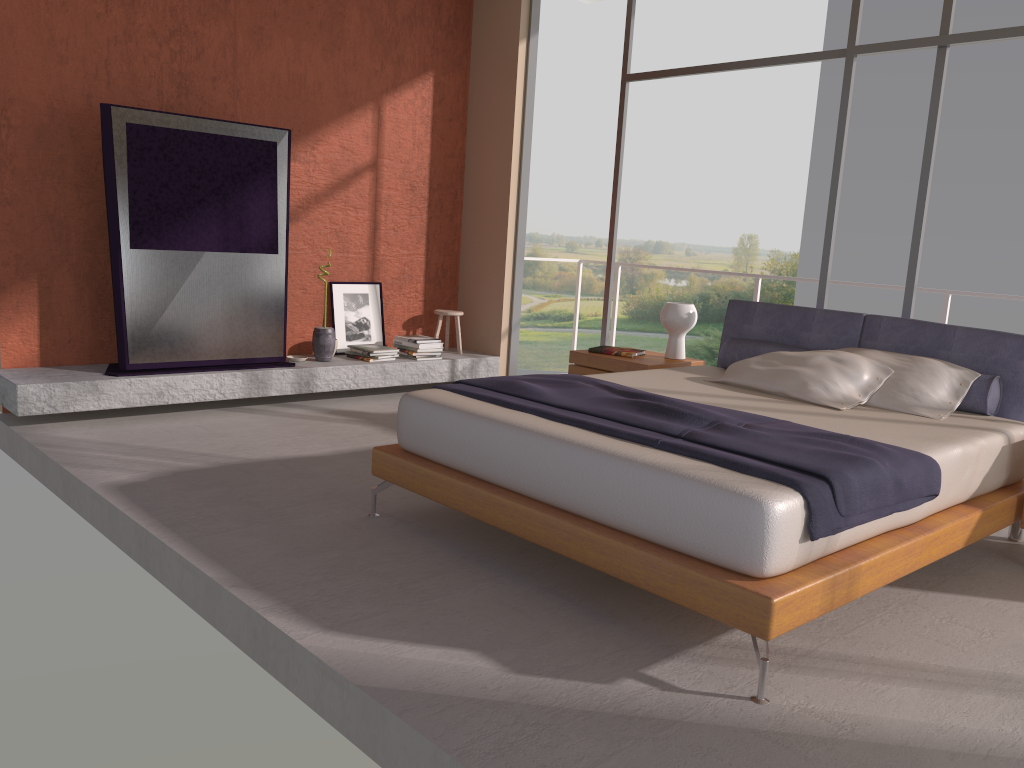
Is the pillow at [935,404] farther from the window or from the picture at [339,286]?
the picture at [339,286]

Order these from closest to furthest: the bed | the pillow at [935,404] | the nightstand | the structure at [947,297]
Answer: the bed, the pillow at [935,404], the nightstand, the structure at [947,297]

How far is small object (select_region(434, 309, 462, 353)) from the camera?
7.1 meters

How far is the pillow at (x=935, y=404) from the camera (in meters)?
3.99

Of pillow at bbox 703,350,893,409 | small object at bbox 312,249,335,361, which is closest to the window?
pillow at bbox 703,350,893,409

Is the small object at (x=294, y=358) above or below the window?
below

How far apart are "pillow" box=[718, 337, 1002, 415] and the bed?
0.1m

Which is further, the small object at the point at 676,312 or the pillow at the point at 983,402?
the small object at the point at 676,312

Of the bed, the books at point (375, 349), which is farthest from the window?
the books at point (375, 349)

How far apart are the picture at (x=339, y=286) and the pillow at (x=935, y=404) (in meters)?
3.79
